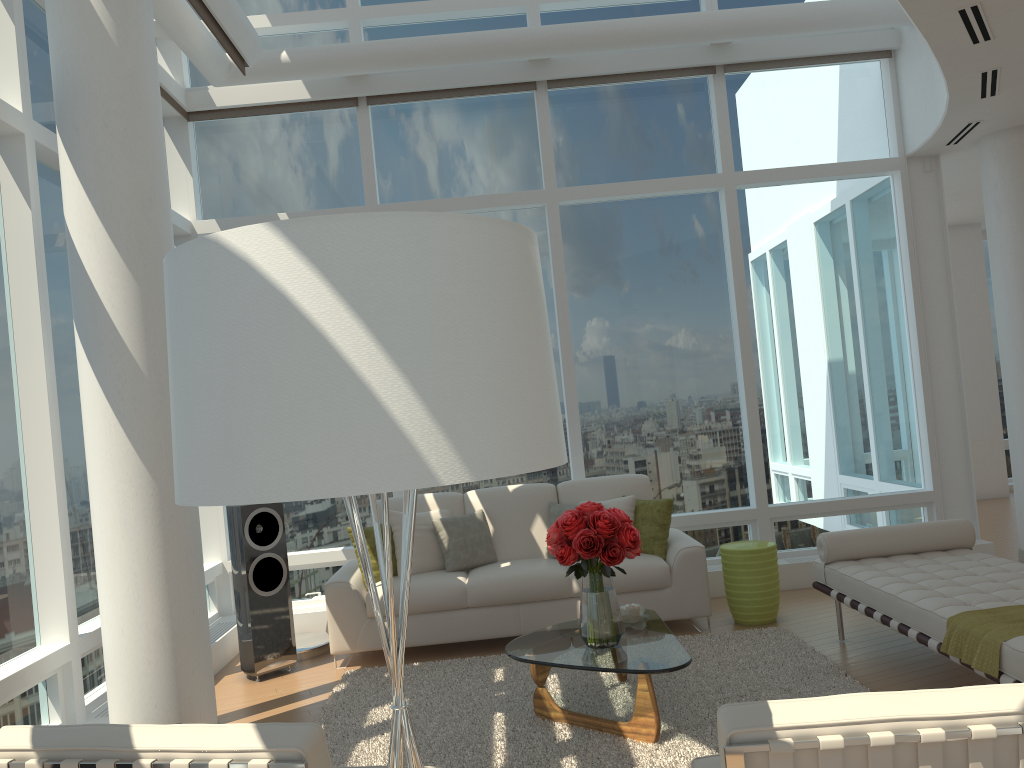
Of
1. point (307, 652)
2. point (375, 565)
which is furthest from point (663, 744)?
point (307, 652)

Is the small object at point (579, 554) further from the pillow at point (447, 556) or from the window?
the window

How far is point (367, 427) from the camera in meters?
1.2

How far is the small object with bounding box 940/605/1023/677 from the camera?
3.7m

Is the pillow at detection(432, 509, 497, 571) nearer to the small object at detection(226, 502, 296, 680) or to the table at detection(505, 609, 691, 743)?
the small object at detection(226, 502, 296, 680)

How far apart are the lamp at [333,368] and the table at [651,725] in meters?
2.5

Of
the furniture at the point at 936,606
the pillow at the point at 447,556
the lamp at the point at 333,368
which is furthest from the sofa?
the lamp at the point at 333,368

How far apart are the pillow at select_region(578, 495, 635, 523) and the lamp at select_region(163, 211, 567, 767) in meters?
4.8 m

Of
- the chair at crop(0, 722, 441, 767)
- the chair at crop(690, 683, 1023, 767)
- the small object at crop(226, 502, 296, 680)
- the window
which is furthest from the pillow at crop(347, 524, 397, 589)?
the chair at crop(0, 722, 441, 767)

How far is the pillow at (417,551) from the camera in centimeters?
625cm
